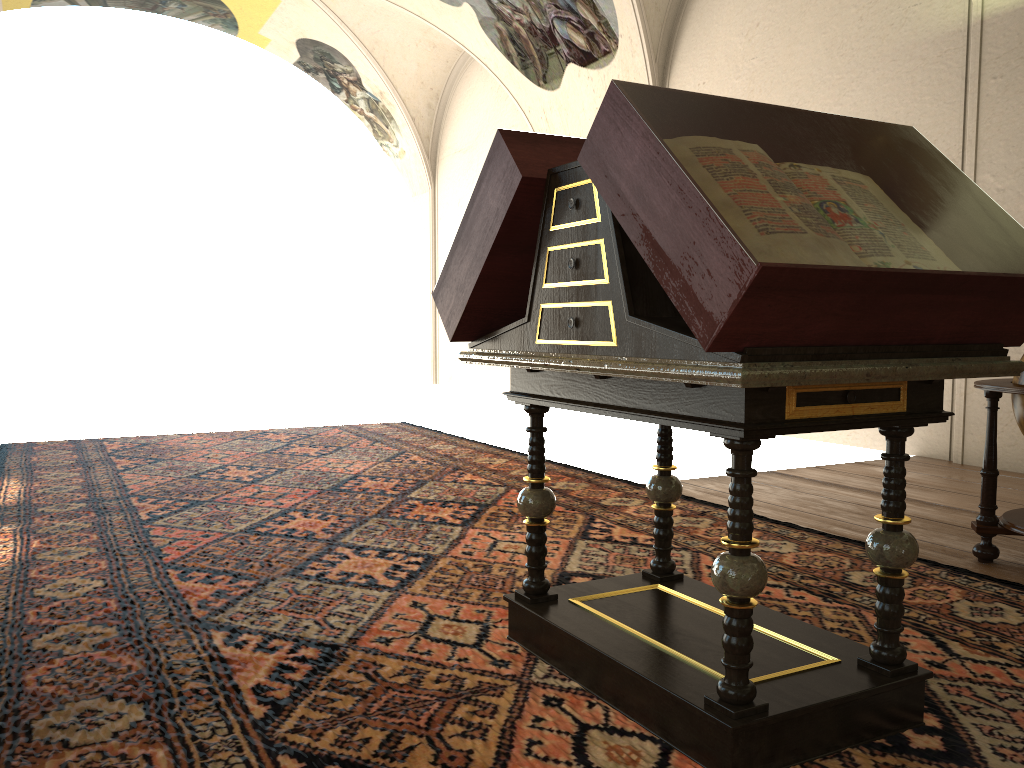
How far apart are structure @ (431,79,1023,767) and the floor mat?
0.03m

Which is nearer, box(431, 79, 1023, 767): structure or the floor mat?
box(431, 79, 1023, 767): structure

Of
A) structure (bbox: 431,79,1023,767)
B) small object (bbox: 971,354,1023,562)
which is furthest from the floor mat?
small object (bbox: 971,354,1023,562)

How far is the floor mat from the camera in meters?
2.7 m

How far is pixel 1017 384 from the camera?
4.7 meters

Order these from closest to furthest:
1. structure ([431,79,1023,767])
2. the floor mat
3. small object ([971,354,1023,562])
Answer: structure ([431,79,1023,767]) < the floor mat < small object ([971,354,1023,562])

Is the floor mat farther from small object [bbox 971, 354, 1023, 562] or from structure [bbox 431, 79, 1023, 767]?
small object [bbox 971, 354, 1023, 562]

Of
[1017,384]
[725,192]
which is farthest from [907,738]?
[1017,384]

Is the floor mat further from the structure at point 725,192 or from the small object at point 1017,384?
the small object at point 1017,384

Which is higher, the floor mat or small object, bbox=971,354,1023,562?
small object, bbox=971,354,1023,562
